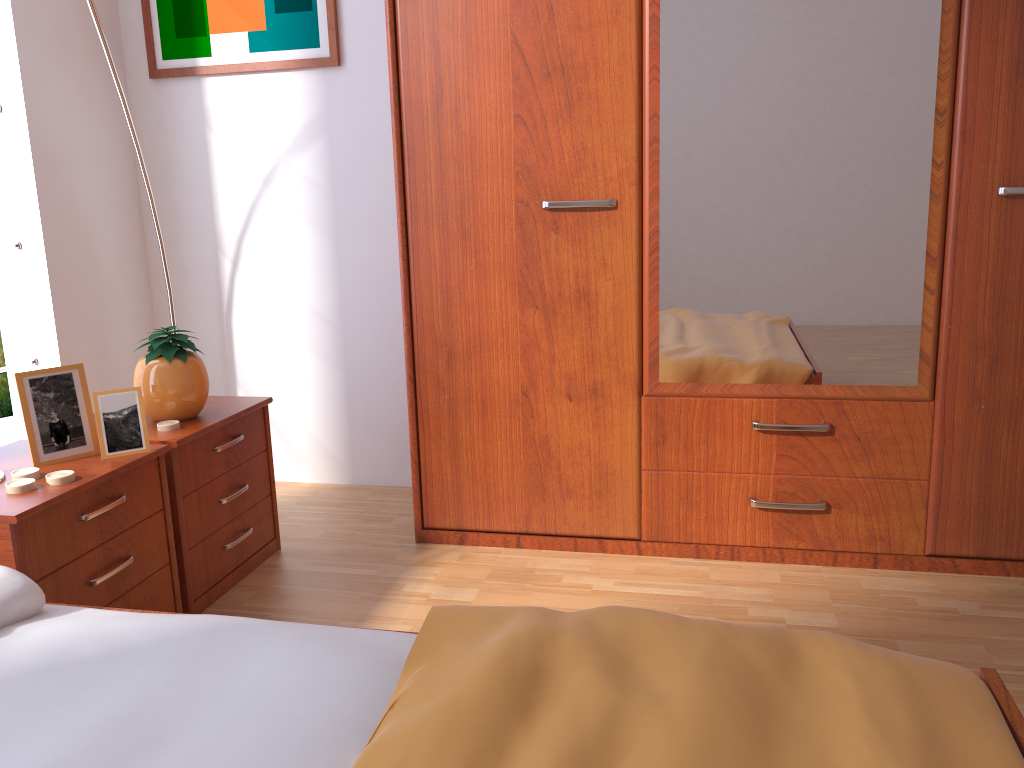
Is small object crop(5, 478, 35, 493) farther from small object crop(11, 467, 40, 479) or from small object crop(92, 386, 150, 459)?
small object crop(92, 386, 150, 459)

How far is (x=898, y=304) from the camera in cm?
204

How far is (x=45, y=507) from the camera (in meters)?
1.55

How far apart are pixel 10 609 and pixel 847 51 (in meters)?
1.94

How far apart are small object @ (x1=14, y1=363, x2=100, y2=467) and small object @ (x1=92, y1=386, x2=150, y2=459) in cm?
5

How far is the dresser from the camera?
2.02m

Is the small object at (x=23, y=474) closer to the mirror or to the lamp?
the lamp

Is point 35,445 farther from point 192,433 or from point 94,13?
point 94,13

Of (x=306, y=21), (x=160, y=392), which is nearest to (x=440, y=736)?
(x=160, y=392)

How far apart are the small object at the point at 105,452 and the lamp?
1.0 meters
